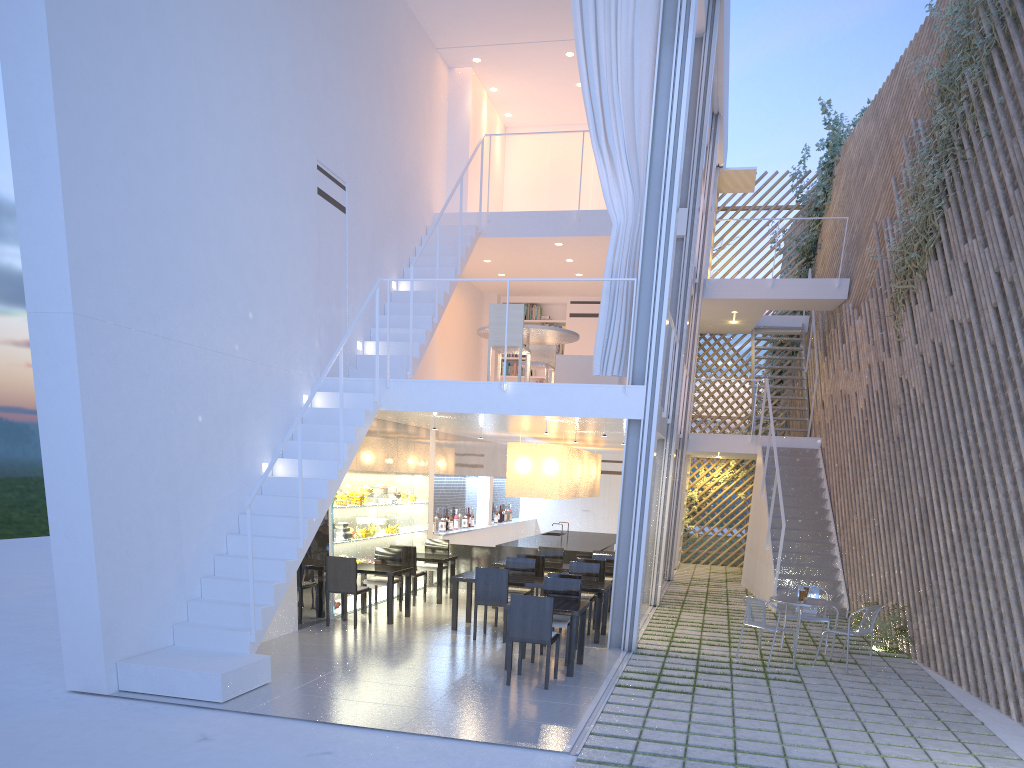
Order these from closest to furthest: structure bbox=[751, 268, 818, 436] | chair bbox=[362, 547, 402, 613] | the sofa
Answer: chair bbox=[362, 547, 402, 613] → the sofa → structure bbox=[751, 268, 818, 436]

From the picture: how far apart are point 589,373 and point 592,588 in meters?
1.9

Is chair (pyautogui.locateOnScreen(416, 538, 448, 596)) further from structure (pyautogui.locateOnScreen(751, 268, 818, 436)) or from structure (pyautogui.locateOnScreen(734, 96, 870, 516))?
structure (pyautogui.locateOnScreen(734, 96, 870, 516))

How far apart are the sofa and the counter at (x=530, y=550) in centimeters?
127cm

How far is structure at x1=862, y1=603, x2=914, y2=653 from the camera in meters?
4.7

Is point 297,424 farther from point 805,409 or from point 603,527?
point 603,527

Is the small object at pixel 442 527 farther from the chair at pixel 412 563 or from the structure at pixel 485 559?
the chair at pixel 412 563

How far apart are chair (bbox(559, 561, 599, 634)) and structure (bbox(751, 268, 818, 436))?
4.23m

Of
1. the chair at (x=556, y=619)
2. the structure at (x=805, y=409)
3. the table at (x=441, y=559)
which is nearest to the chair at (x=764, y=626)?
the chair at (x=556, y=619)

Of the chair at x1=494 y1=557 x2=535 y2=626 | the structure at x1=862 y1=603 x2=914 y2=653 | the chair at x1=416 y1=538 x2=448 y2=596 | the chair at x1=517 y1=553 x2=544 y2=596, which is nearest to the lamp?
the chair at x1=416 y1=538 x2=448 y2=596
